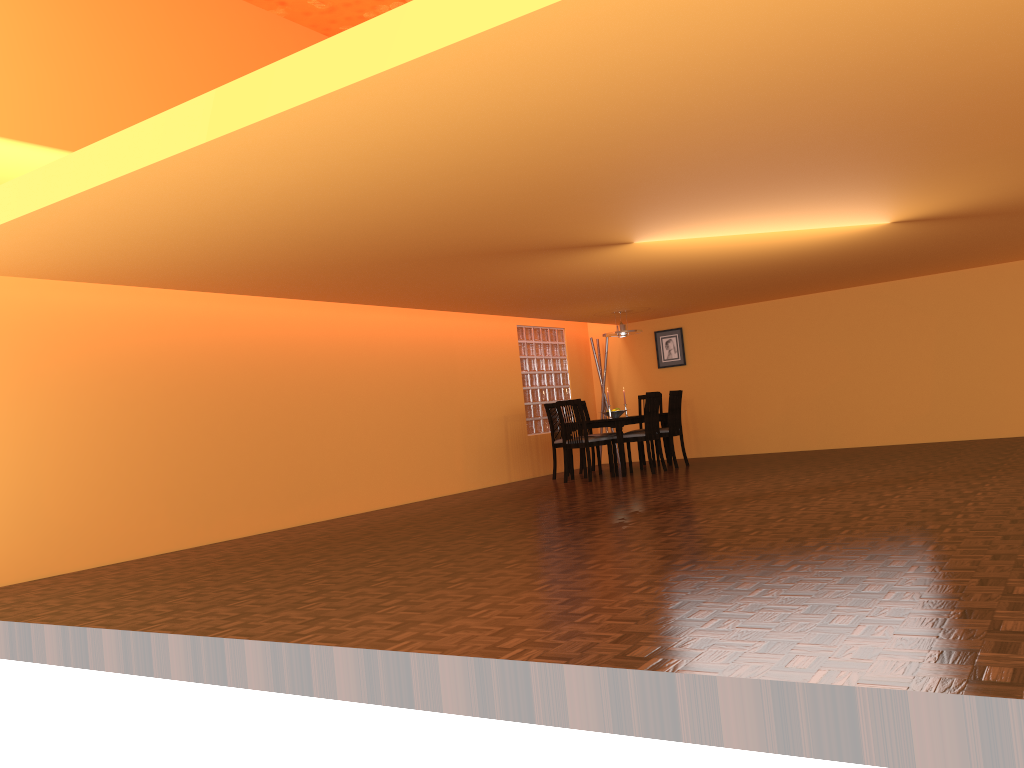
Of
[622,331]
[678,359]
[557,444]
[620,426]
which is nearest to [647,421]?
[620,426]

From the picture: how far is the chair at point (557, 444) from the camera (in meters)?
9.24

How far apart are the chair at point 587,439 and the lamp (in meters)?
1.27

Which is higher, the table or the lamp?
the lamp

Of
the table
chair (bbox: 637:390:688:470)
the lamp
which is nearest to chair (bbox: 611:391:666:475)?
the table

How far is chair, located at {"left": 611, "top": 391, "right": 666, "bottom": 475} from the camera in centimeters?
869cm

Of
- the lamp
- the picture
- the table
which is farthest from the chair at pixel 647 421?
the picture

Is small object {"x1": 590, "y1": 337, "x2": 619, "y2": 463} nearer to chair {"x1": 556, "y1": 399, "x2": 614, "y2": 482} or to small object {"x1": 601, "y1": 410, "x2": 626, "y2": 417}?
small object {"x1": 601, "y1": 410, "x2": 626, "y2": 417}

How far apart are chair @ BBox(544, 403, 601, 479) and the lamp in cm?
104

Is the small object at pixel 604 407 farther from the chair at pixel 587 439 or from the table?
the chair at pixel 587 439
